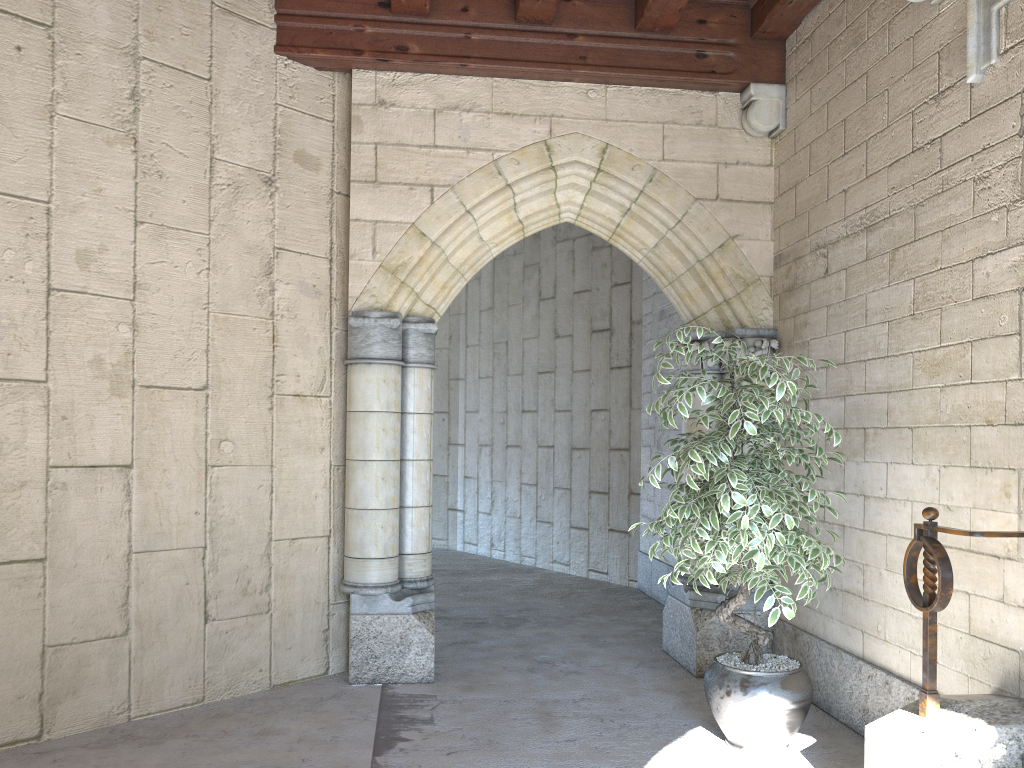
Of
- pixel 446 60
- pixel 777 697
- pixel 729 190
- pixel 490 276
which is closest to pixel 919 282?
pixel 729 190

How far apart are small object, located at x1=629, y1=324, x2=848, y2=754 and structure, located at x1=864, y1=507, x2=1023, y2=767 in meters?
0.4 m

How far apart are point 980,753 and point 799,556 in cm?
80

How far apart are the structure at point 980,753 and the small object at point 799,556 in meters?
0.4 m

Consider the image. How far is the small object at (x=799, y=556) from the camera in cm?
303

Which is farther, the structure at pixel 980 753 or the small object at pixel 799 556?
the small object at pixel 799 556

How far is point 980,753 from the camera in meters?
2.4 m

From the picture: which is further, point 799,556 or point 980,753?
point 799,556

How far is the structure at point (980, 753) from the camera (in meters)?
2.42

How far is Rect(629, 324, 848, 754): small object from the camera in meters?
3.0 m
